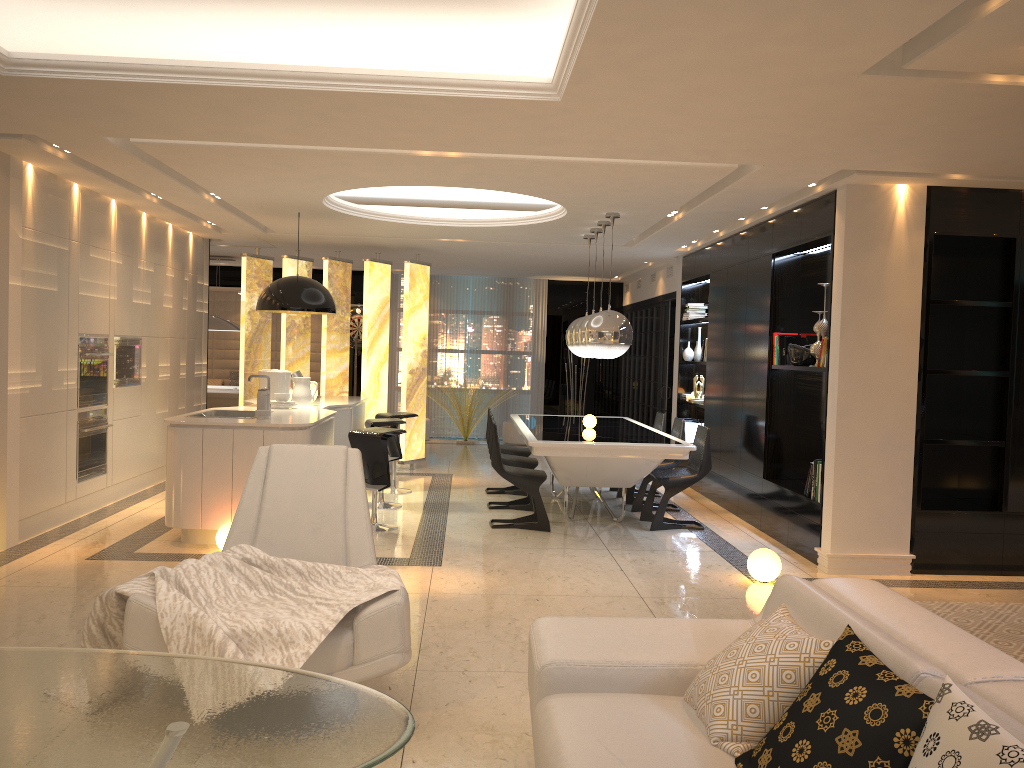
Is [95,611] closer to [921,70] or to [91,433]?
[921,70]

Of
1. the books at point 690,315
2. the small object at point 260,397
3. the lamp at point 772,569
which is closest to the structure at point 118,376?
the small object at point 260,397

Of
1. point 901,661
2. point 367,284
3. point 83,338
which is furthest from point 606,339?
point 901,661

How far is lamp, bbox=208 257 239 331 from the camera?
11.9 meters

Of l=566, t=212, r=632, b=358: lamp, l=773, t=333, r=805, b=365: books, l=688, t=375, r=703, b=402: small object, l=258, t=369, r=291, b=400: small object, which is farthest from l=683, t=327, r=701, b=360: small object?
l=258, t=369, r=291, b=400: small object

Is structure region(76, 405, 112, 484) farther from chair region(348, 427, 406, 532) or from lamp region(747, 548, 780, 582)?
lamp region(747, 548, 780, 582)

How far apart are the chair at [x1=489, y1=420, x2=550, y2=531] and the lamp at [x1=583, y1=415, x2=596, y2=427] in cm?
100

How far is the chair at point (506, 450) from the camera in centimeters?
881cm

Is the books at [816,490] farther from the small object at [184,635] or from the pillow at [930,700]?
the pillow at [930,700]

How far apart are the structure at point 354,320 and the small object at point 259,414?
7.9 meters
